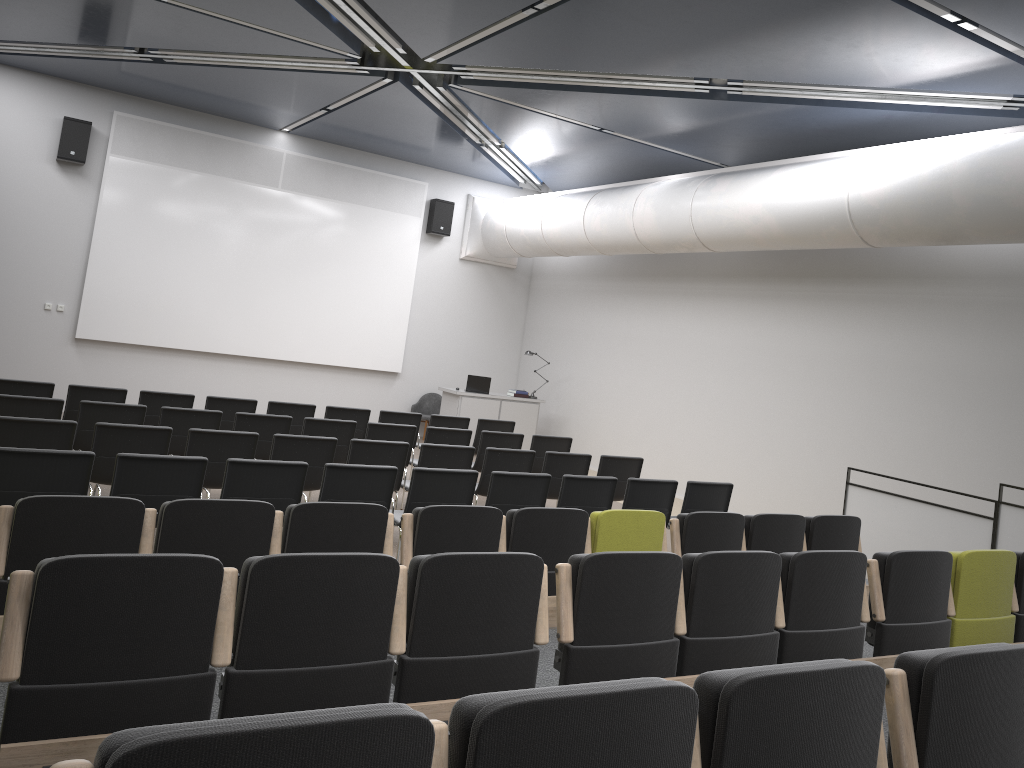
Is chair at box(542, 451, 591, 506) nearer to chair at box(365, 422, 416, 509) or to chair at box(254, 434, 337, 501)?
chair at box(365, 422, 416, 509)

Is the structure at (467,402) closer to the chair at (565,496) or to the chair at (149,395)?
the chair at (149,395)

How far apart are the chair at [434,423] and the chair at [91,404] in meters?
3.8

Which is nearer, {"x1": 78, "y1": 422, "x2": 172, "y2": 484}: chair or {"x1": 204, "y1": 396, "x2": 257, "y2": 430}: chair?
{"x1": 78, "y1": 422, "x2": 172, "y2": 484}: chair

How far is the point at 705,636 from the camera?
4.0m

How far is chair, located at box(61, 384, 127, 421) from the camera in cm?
886

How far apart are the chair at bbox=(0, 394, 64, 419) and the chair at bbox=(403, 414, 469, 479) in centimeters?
443cm

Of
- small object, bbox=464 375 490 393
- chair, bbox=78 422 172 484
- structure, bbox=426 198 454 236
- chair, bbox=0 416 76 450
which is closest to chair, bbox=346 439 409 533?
chair, bbox=78 422 172 484

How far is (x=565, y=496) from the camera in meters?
7.3

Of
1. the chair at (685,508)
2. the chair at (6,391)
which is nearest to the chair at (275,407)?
the chair at (6,391)
